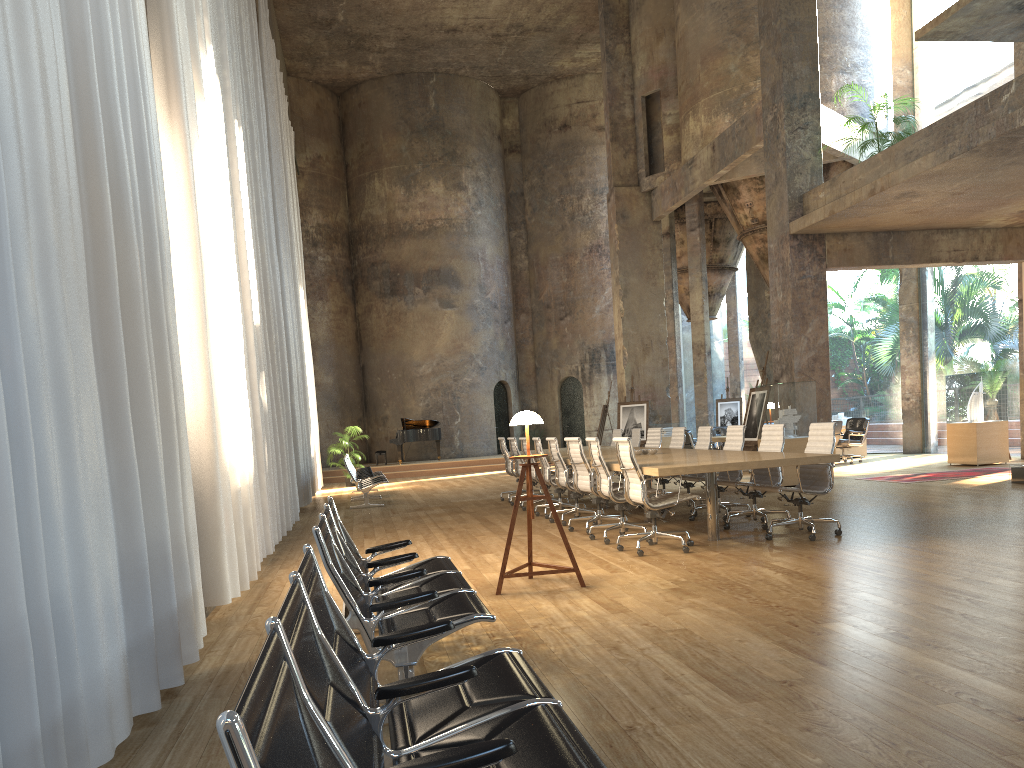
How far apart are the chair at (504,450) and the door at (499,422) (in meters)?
13.46

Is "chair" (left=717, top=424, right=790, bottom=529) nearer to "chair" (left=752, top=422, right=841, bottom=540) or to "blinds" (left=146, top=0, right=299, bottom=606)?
"chair" (left=752, top=422, right=841, bottom=540)

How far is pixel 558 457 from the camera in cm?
1006

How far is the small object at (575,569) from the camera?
6.2m

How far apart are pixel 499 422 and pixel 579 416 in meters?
2.6

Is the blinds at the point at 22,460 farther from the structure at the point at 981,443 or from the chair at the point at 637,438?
the structure at the point at 981,443

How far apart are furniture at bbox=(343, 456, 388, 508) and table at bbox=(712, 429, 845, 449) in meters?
6.5 m

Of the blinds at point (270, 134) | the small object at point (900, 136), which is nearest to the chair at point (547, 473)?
the blinds at point (270, 134)

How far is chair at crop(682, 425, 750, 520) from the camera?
9.7 meters

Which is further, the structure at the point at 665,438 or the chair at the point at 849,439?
Answer: the structure at the point at 665,438
